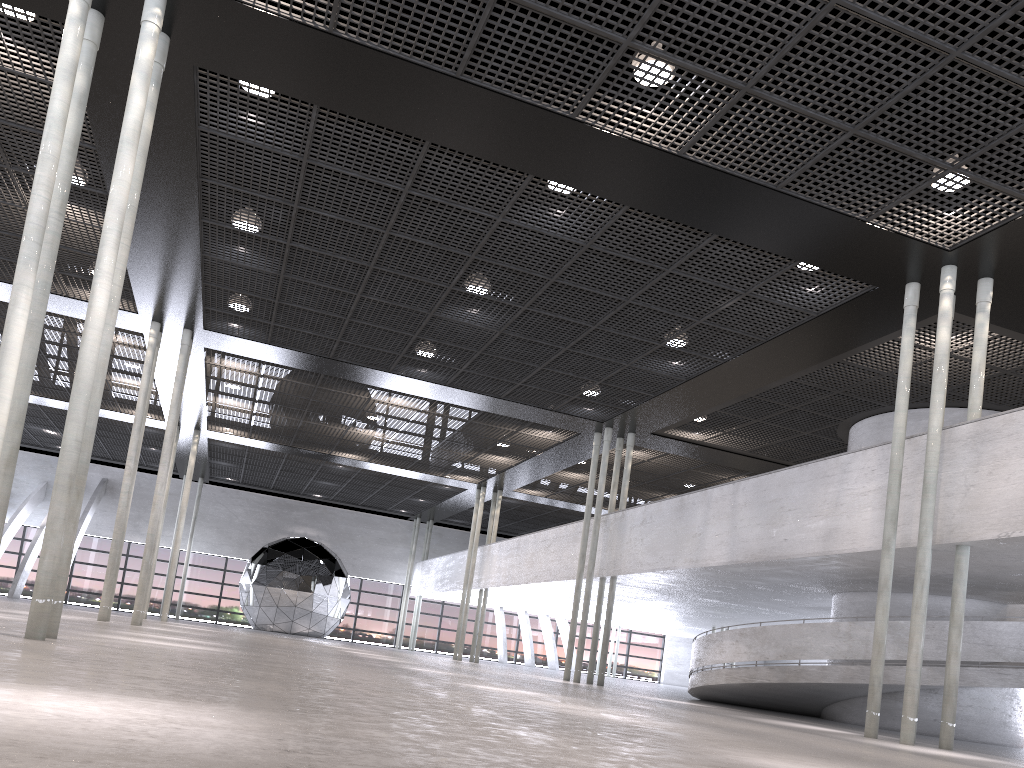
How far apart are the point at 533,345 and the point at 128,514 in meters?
Answer: 8.8 m

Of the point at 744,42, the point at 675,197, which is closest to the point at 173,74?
the point at 675,197
